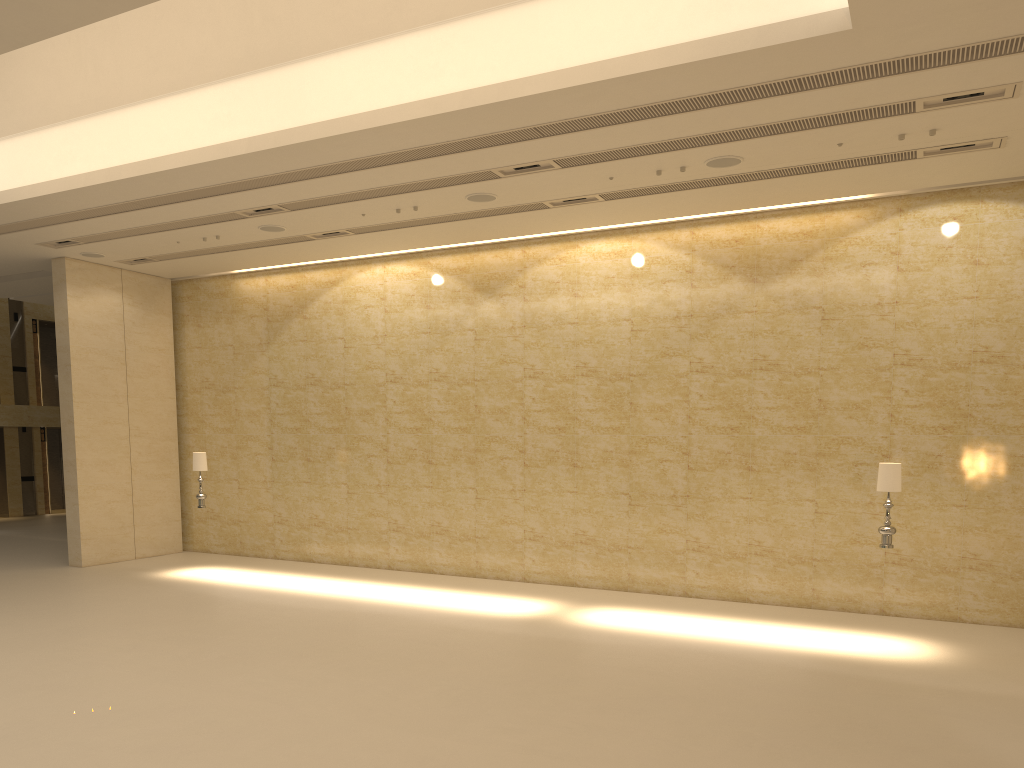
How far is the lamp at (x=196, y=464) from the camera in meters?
15.5

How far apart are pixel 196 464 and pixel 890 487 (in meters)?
11.28

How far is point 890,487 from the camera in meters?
10.8

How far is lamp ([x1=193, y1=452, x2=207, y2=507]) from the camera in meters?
15.5

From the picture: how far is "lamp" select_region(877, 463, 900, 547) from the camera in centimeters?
1075cm

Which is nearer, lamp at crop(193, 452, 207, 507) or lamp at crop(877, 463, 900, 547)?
lamp at crop(877, 463, 900, 547)

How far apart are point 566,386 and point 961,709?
8.16m

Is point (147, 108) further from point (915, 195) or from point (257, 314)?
point (915, 195)

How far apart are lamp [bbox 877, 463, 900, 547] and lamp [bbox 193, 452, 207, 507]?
11.1m
